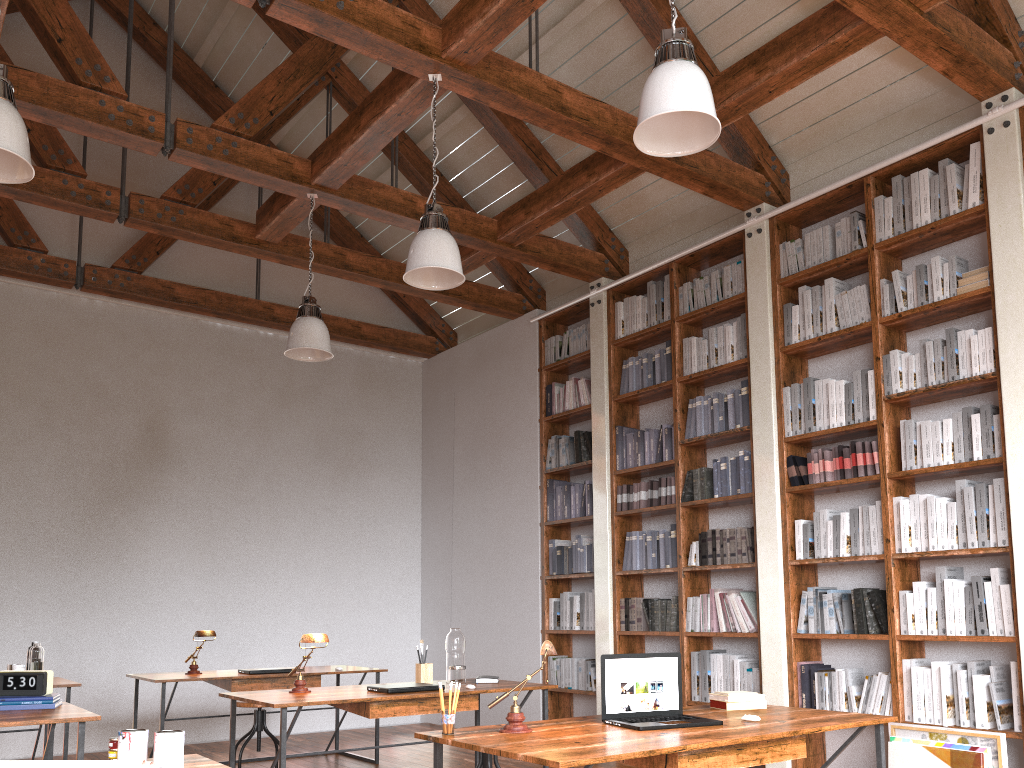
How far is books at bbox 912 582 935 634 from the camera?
4.50m

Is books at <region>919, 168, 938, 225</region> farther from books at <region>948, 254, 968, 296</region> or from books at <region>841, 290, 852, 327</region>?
books at <region>841, 290, 852, 327</region>

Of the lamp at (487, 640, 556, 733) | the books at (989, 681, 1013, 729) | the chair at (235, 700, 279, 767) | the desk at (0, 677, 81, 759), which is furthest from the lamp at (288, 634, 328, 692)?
the books at (989, 681, 1013, 729)

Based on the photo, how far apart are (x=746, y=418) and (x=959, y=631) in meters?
1.8 m

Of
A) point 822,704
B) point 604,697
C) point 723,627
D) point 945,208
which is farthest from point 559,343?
point 604,697

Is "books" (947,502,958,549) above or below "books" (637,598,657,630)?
above

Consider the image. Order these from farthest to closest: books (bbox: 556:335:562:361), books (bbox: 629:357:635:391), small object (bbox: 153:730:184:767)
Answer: books (bbox: 556:335:562:361) → books (bbox: 629:357:635:391) → small object (bbox: 153:730:184:767)

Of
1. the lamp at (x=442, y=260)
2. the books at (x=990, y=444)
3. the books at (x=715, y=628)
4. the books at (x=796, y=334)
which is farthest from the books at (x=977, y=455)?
the lamp at (x=442, y=260)

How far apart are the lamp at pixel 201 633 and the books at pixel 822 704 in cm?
373

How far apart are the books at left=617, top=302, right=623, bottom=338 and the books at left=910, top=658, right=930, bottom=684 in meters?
3.2
